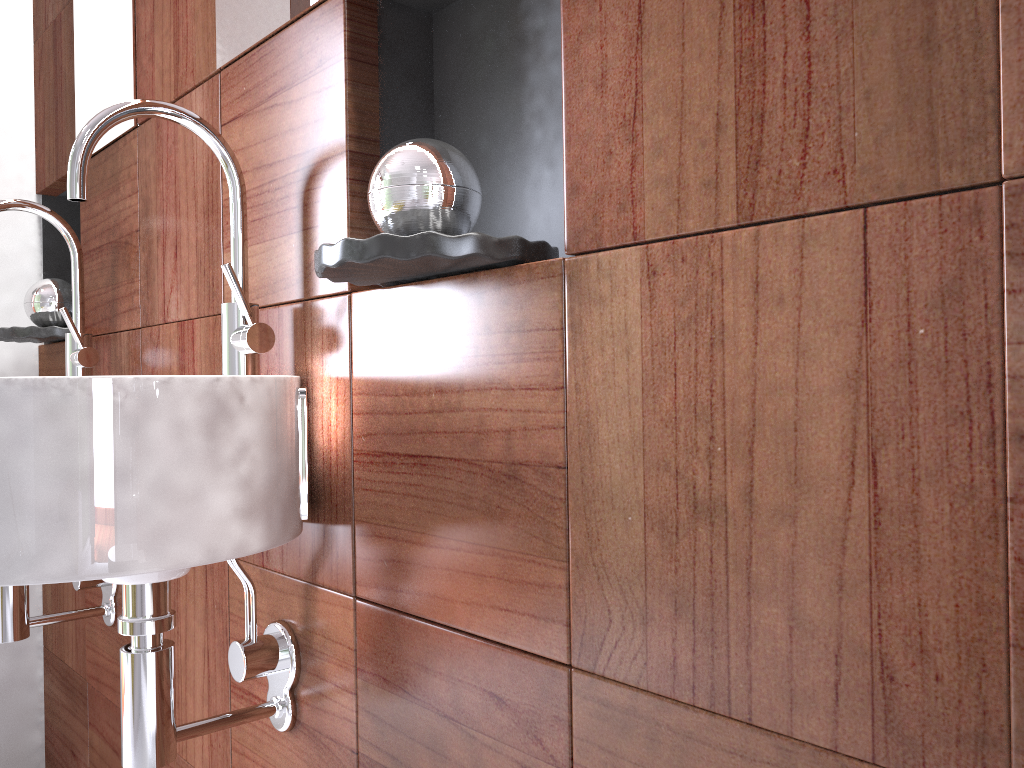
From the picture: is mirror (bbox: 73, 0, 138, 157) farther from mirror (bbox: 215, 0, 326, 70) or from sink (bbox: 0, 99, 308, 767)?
sink (bbox: 0, 99, 308, 767)

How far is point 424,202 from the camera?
0.8m

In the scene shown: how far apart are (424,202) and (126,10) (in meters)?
0.96

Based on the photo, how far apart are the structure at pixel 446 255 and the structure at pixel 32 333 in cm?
105

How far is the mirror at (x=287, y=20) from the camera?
1.0 meters

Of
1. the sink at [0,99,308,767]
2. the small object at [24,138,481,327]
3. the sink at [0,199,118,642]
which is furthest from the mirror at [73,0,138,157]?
the sink at [0,99,308,767]

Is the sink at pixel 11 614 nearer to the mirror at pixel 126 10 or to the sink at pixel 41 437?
the mirror at pixel 126 10

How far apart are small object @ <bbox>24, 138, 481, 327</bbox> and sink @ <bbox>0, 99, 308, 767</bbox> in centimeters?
18cm

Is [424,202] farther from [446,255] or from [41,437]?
[41,437]

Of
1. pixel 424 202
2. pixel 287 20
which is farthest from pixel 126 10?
pixel 424 202
